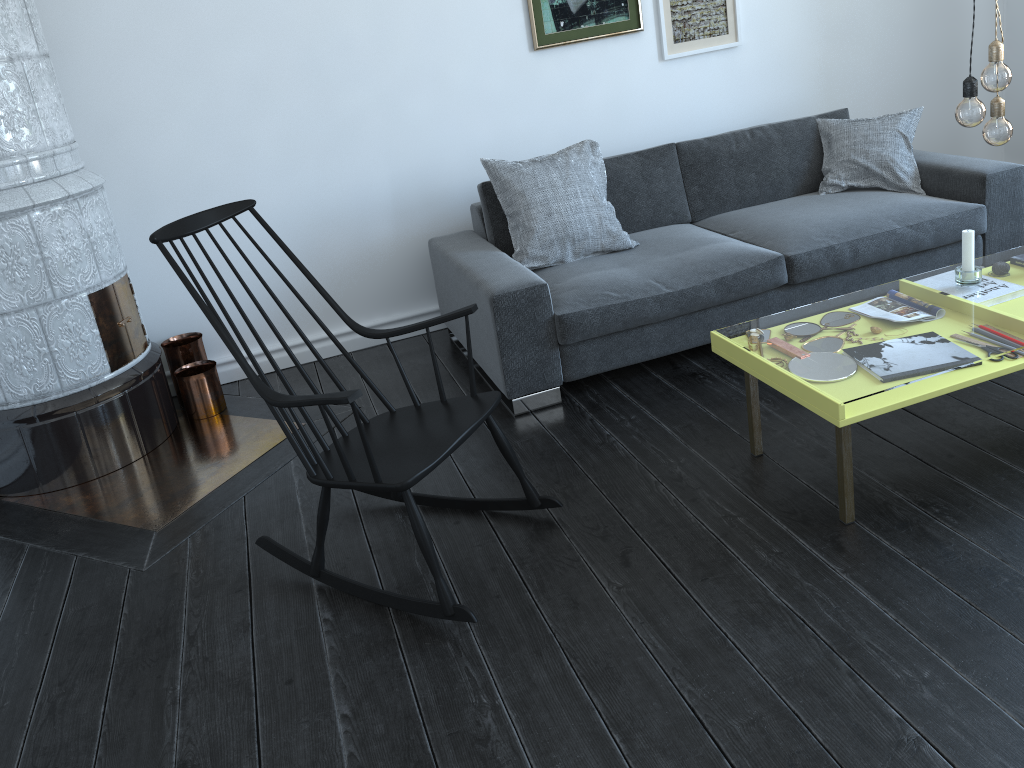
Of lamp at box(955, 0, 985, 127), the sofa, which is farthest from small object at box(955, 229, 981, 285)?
the sofa

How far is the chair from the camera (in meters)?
2.18

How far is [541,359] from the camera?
3.2m

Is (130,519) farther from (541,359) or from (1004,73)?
(1004,73)

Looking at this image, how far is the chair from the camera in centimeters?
218cm

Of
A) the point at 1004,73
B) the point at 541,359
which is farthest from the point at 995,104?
the point at 541,359

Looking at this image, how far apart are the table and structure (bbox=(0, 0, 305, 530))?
1.7 meters

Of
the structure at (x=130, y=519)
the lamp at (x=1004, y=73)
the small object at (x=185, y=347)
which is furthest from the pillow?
the lamp at (x=1004, y=73)

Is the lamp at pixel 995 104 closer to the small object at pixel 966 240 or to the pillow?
the small object at pixel 966 240

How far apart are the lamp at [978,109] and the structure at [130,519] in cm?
250
